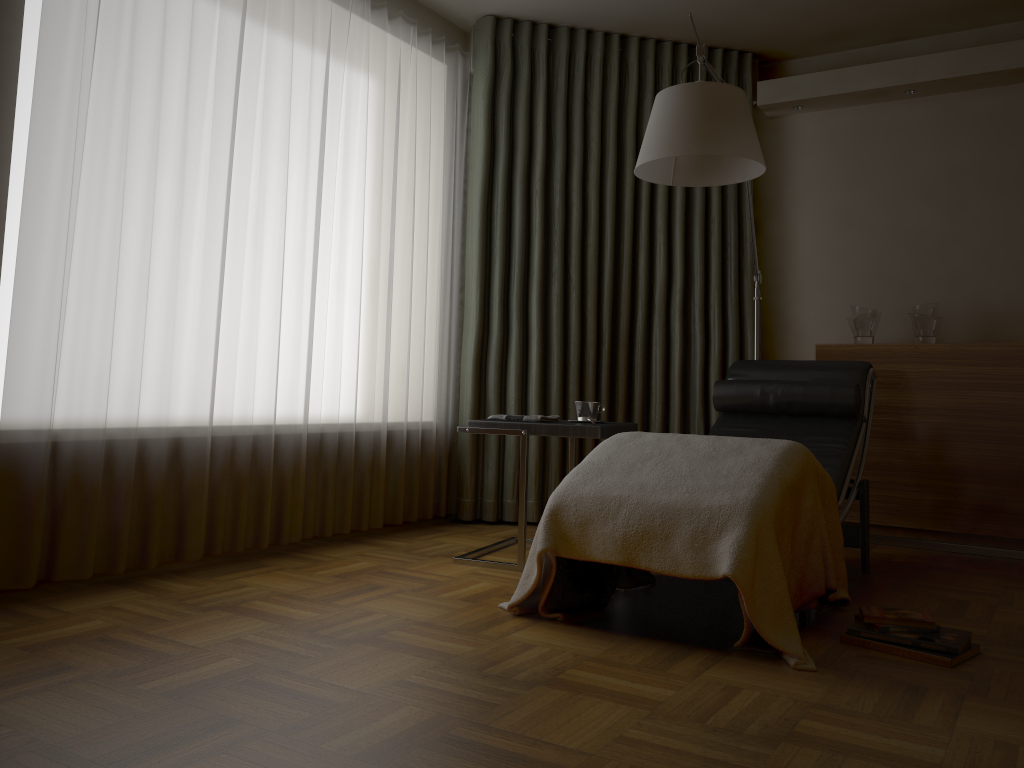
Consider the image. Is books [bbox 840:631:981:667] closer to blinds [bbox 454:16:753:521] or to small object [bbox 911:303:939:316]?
blinds [bbox 454:16:753:521]

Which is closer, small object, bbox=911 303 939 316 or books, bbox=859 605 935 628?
books, bbox=859 605 935 628

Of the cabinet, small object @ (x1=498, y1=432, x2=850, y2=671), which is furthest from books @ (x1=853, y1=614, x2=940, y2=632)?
the cabinet

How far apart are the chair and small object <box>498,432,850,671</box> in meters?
0.0 m

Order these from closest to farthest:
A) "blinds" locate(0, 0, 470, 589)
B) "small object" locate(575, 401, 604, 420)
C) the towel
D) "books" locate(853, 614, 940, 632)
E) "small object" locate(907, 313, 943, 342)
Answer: "books" locate(853, 614, 940, 632) → "blinds" locate(0, 0, 470, 589) → the towel → "small object" locate(575, 401, 604, 420) → "small object" locate(907, 313, 943, 342)

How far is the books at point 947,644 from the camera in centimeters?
223cm

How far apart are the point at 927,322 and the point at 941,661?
2.2 meters

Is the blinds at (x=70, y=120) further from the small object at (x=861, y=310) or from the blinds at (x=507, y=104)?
the small object at (x=861, y=310)

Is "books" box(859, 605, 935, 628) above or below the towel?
below

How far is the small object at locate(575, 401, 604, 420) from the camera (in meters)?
3.37
